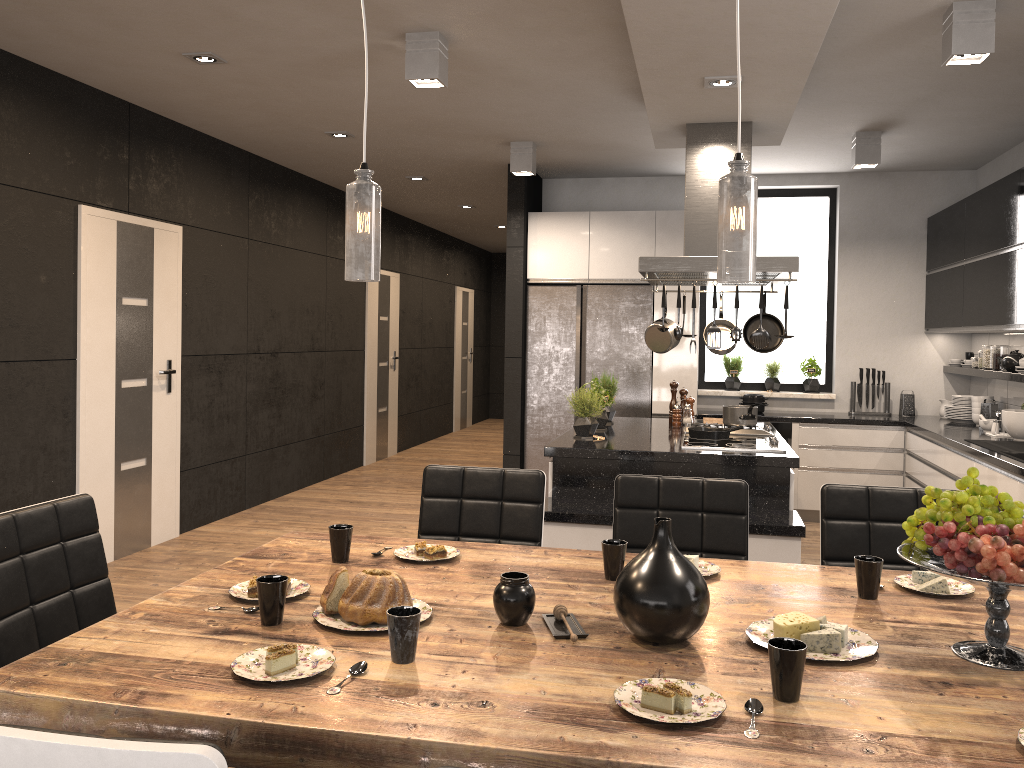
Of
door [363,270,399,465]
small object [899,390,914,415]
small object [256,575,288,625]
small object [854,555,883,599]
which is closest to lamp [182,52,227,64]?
small object [256,575,288,625]

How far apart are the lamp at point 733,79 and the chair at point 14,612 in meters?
3.0

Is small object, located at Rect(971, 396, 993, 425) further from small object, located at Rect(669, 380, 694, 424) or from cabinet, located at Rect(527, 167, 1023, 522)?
small object, located at Rect(669, 380, 694, 424)

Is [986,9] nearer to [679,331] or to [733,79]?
[733,79]

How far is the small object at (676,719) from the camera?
1.4m

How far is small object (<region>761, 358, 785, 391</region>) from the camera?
7.30m

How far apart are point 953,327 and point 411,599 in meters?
5.5

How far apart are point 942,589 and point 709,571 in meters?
0.6

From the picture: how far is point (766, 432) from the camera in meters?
5.0 m

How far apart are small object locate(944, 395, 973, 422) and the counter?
0.0m
